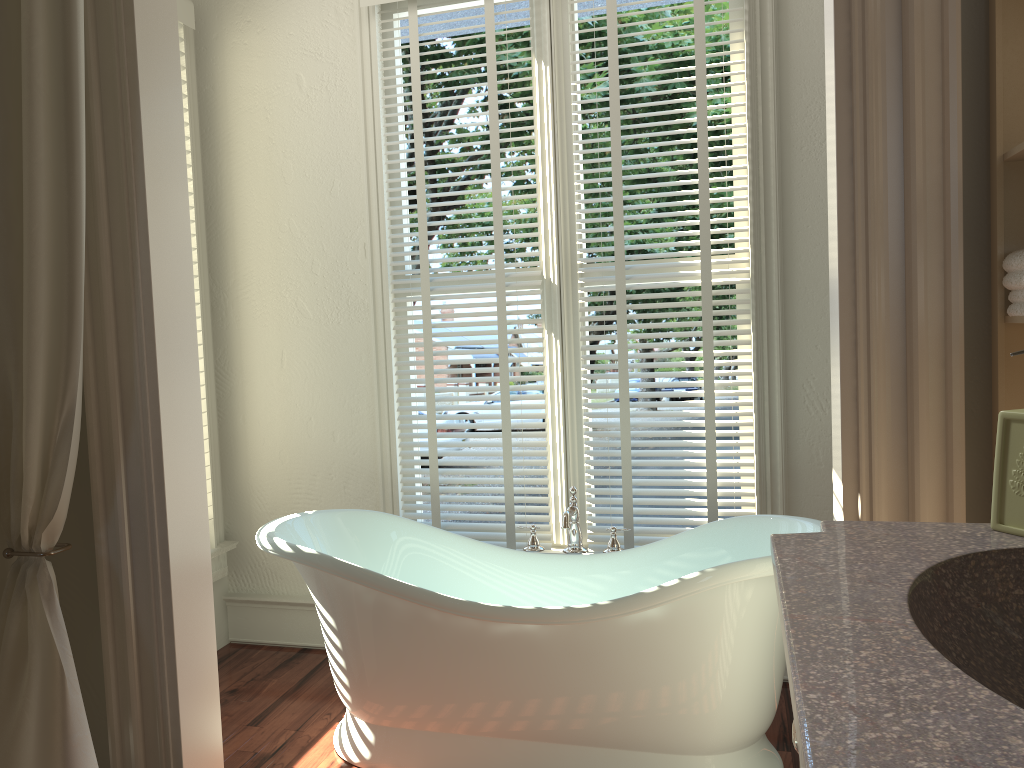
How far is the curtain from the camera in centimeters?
176cm

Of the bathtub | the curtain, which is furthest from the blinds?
the curtain

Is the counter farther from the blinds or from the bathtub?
the blinds

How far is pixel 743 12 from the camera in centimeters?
284cm

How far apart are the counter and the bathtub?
0.9 meters

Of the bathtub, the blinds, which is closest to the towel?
the bathtub

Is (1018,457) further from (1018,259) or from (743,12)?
(743,12)

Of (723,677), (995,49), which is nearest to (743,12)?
(995,49)

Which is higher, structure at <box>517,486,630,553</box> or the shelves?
the shelves

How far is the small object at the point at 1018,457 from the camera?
1.1 meters
